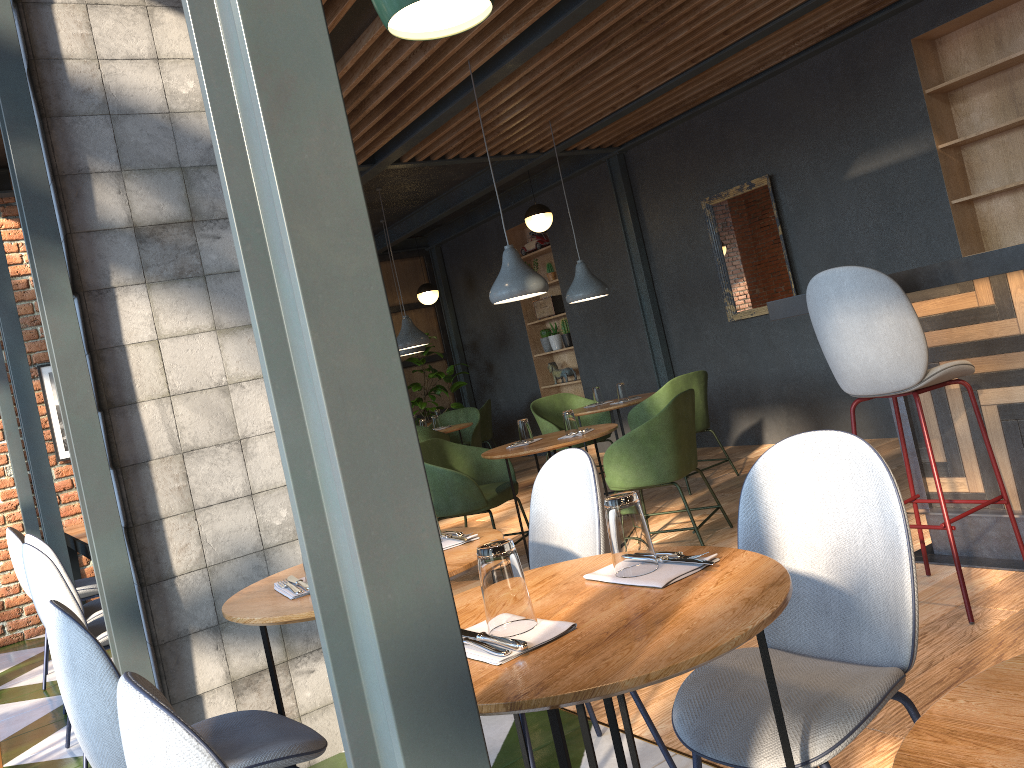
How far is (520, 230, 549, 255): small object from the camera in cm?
989

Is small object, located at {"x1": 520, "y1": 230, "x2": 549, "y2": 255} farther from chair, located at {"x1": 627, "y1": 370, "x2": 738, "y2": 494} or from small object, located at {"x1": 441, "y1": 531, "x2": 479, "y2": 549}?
small object, located at {"x1": 441, "y1": 531, "x2": 479, "y2": 549}

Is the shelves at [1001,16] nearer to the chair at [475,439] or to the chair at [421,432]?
the chair at [421,432]

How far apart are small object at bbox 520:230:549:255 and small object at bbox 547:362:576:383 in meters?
1.3

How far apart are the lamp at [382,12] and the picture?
5.04m

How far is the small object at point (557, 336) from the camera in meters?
10.1 m

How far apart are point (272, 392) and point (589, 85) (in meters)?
5.62

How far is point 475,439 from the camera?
8.85m

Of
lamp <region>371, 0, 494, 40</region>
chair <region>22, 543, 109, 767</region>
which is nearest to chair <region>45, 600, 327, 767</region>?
lamp <region>371, 0, 494, 40</region>

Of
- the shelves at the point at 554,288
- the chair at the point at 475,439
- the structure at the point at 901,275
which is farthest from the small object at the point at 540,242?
the structure at the point at 901,275
